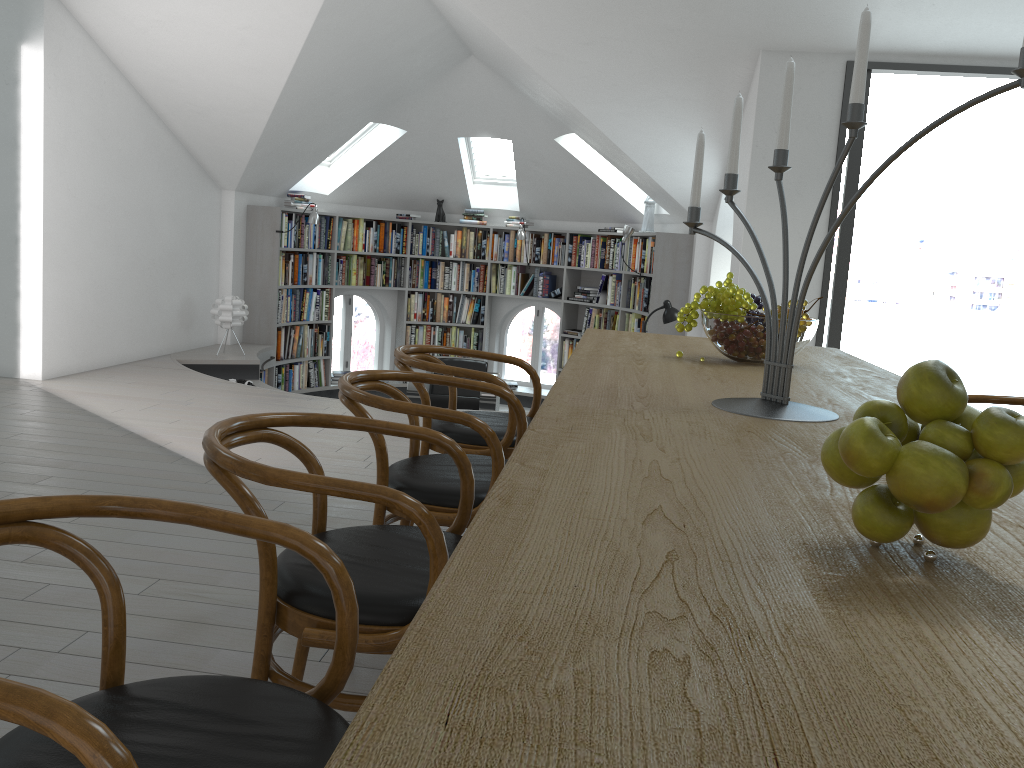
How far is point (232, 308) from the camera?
7.7 meters

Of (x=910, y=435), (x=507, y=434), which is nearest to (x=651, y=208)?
(x=507, y=434)

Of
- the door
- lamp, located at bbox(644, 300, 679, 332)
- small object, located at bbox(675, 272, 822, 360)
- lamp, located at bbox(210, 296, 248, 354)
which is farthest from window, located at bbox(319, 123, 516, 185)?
small object, located at bbox(675, 272, 822, 360)

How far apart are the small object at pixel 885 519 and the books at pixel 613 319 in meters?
8.5

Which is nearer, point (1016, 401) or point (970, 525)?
point (970, 525)

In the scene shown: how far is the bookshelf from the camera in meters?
8.2 m

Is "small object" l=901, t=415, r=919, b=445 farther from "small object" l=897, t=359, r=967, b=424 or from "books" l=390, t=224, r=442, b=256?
"books" l=390, t=224, r=442, b=256

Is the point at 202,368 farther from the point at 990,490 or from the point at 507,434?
the point at 990,490

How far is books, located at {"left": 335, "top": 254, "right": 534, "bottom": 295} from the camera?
9.77m

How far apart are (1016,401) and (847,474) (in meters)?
2.50
